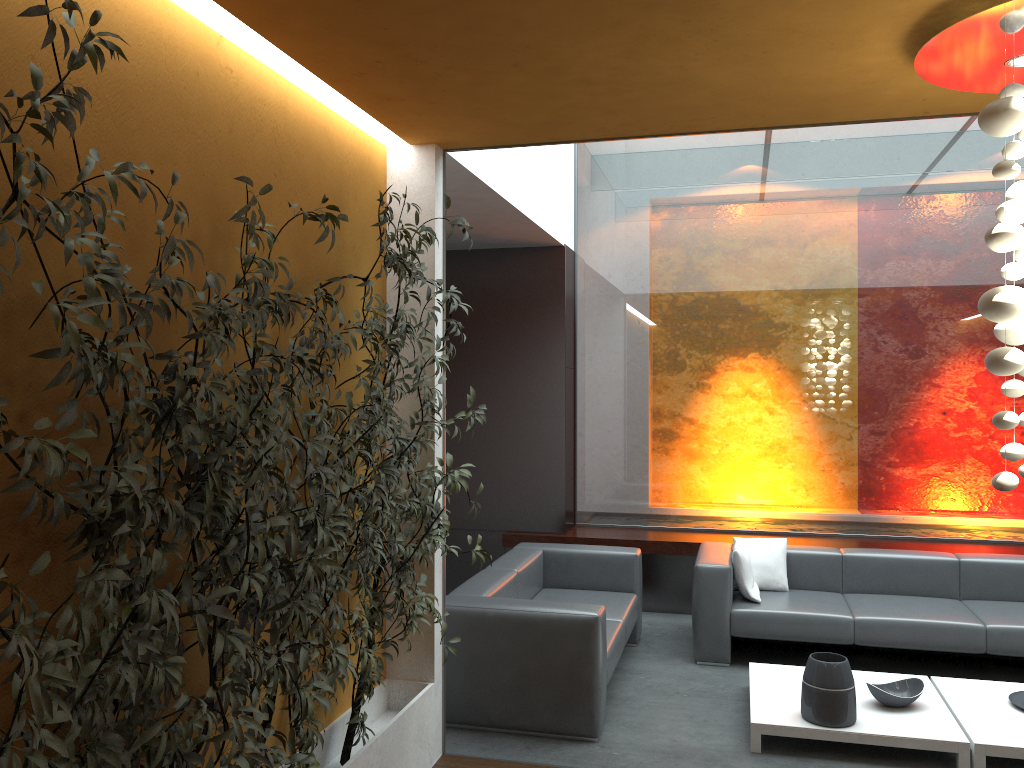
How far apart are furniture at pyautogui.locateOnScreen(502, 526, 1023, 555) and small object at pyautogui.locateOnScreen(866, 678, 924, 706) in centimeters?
216cm

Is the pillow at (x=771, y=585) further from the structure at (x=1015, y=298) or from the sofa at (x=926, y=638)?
the structure at (x=1015, y=298)

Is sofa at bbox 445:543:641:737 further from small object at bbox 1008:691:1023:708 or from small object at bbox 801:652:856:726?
small object at bbox 1008:691:1023:708

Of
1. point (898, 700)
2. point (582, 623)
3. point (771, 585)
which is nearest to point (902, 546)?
point (771, 585)

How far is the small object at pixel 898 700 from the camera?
4.6 meters

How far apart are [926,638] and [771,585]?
Answer: 1.1m

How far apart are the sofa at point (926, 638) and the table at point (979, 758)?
0.4 meters

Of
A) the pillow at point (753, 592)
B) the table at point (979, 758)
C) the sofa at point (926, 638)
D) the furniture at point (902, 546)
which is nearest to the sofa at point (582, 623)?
the sofa at point (926, 638)

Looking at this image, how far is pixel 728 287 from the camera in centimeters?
750cm

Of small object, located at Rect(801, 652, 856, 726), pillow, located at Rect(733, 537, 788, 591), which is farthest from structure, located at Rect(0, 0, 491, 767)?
pillow, located at Rect(733, 537, 788, 591)
